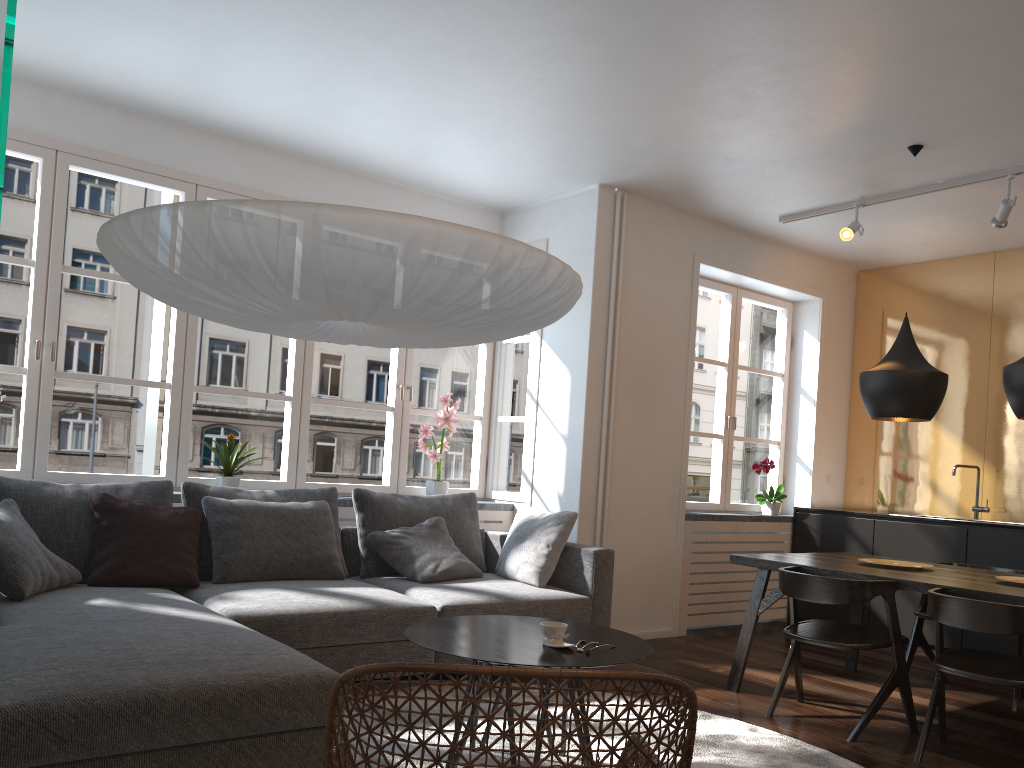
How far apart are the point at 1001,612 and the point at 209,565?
3.3m

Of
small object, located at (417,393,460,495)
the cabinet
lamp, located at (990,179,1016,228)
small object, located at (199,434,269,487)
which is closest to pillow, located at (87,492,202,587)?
small object, located at (199,434,269,487)

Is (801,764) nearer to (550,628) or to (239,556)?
(550,628)

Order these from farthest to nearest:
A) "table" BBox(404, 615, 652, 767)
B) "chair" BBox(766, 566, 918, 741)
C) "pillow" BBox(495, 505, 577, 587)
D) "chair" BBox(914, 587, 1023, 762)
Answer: "pillow" BBox(495, 505, 577, 587) < "chair" BBox(766, 566, 918, 741) < "chair" BBox(914, 587, 1023, 762) < "table" BBox(404, 615, 652, 767)

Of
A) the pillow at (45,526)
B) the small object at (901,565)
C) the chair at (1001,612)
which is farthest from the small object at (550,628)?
the small object at (901,565)

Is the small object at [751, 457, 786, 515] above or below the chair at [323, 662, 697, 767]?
above

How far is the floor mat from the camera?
3.2 meters

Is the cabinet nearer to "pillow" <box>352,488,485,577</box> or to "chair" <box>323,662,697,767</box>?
"pillow" <box>352,488,485,577</box>

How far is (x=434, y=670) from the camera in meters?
1.5 m

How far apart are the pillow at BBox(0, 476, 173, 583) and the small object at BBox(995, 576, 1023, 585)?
3.8 meters
